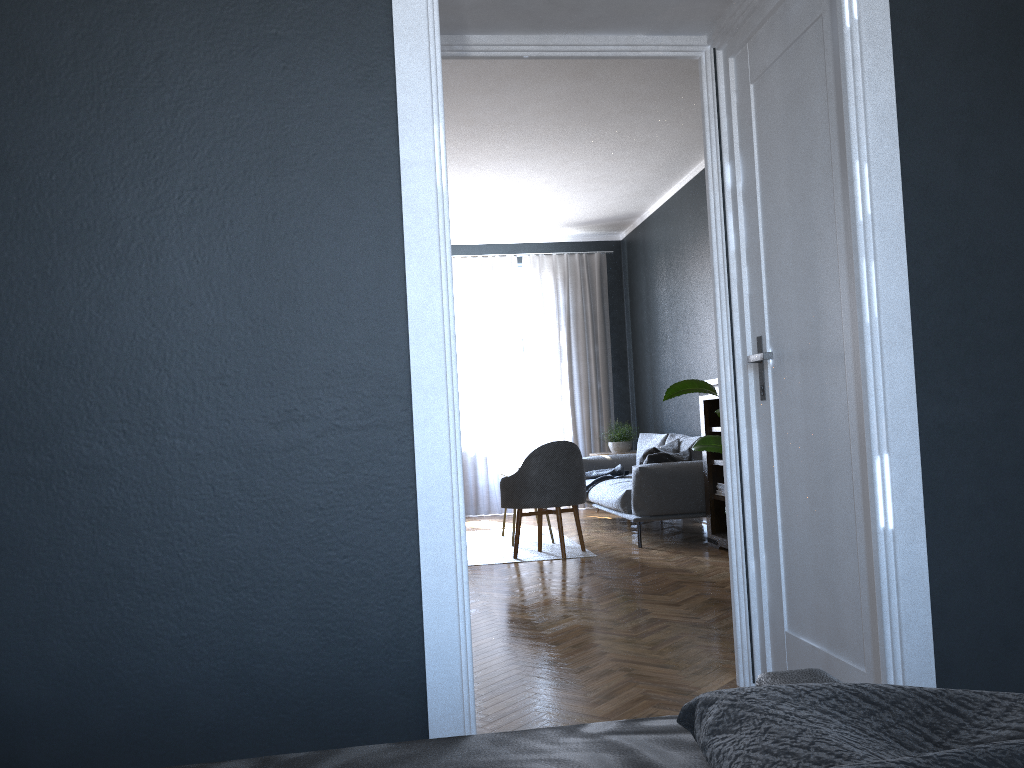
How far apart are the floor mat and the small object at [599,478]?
0.54m

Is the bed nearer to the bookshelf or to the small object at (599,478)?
the bookshelf

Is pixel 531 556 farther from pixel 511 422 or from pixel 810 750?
pixel 810 750

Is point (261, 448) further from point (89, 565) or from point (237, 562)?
point (89, 565)

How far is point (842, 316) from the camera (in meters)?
2.35

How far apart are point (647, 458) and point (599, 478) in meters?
1.3

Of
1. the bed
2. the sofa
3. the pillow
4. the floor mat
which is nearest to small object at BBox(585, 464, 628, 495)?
the sofa

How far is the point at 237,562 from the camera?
1.90m

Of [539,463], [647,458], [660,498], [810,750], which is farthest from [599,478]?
[810,750]

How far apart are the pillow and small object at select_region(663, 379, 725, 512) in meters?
2.2
